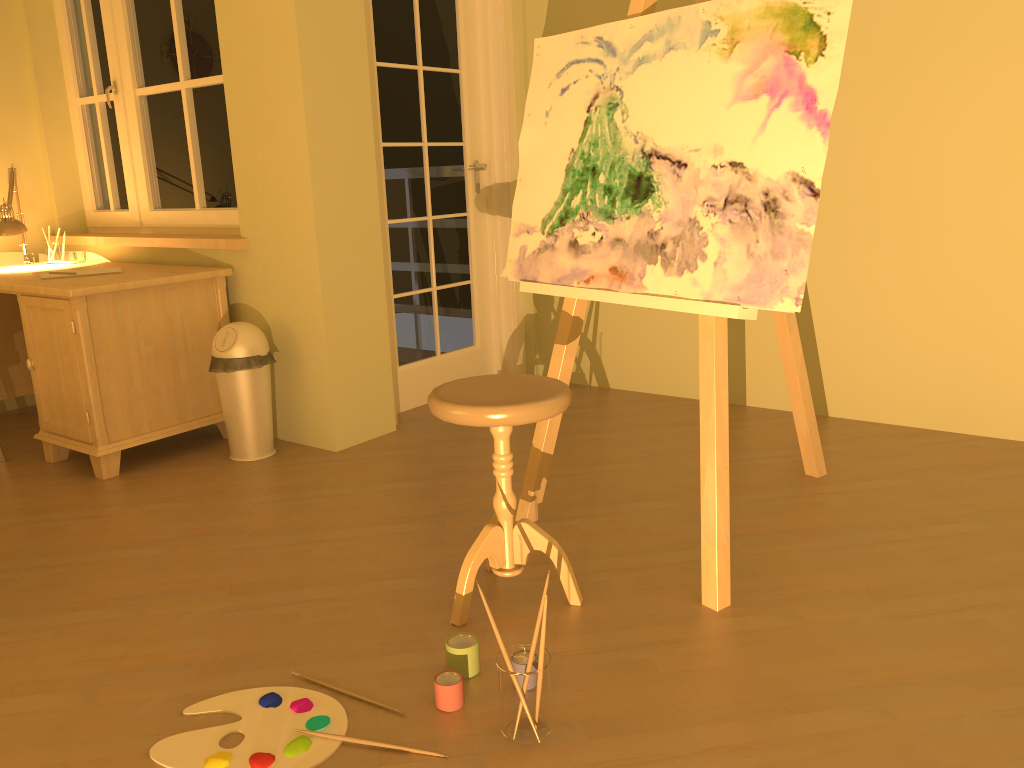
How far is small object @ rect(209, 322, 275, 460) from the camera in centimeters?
336cm

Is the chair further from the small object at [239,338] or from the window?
the window

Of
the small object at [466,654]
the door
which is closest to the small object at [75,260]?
the door

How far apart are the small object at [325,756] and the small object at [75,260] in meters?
3.0

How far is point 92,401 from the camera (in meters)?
3.25

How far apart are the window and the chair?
2.01m

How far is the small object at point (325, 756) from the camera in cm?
167

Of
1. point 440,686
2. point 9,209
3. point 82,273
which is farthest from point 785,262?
point 9,209

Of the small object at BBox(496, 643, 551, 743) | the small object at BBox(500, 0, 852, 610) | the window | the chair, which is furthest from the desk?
the small object at BBox(496, 643, 551, 743)

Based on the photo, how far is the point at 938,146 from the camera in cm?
326
